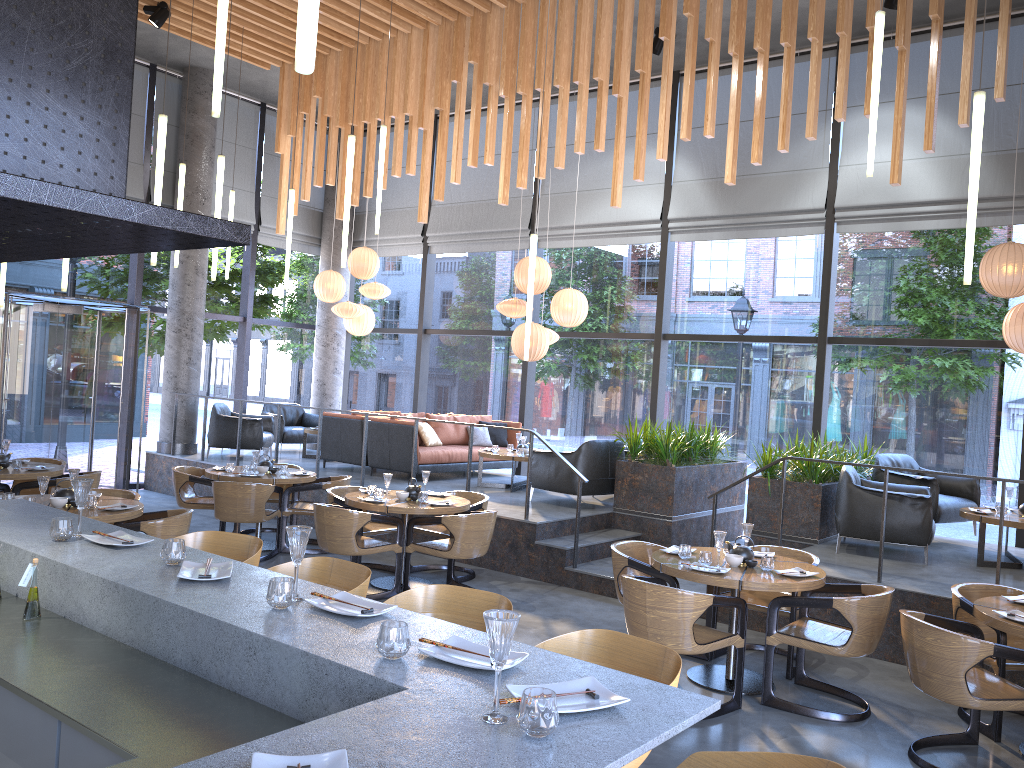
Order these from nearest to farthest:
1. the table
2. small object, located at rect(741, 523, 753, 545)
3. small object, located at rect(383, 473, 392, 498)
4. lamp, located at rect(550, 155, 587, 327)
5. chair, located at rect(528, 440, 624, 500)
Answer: the table < small object, located at rect(741, 523, 753, 545) < small object, located at rect(383, 473, 392, 498) < chair, located at rect(528, 440, 624, 500) < lamp, located at rect(550, 155, 587, 327)

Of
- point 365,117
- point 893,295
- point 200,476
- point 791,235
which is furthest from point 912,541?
point 893,295

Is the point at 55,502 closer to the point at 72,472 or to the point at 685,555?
the point at 72,472

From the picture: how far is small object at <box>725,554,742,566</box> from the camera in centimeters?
559cm

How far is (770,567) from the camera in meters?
5.5

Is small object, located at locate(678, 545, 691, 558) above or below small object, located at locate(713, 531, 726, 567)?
below

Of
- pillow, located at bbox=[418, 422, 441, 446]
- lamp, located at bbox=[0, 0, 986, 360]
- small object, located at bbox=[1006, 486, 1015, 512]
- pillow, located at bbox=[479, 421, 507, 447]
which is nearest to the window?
pillow, located at bbox=[479, 421, 507, 447]

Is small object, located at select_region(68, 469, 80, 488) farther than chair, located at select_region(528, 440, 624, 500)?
No

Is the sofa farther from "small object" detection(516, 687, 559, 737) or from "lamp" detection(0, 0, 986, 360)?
"small object" detection(516, 687, 559, 737)

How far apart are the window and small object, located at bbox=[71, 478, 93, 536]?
8.4 meters
